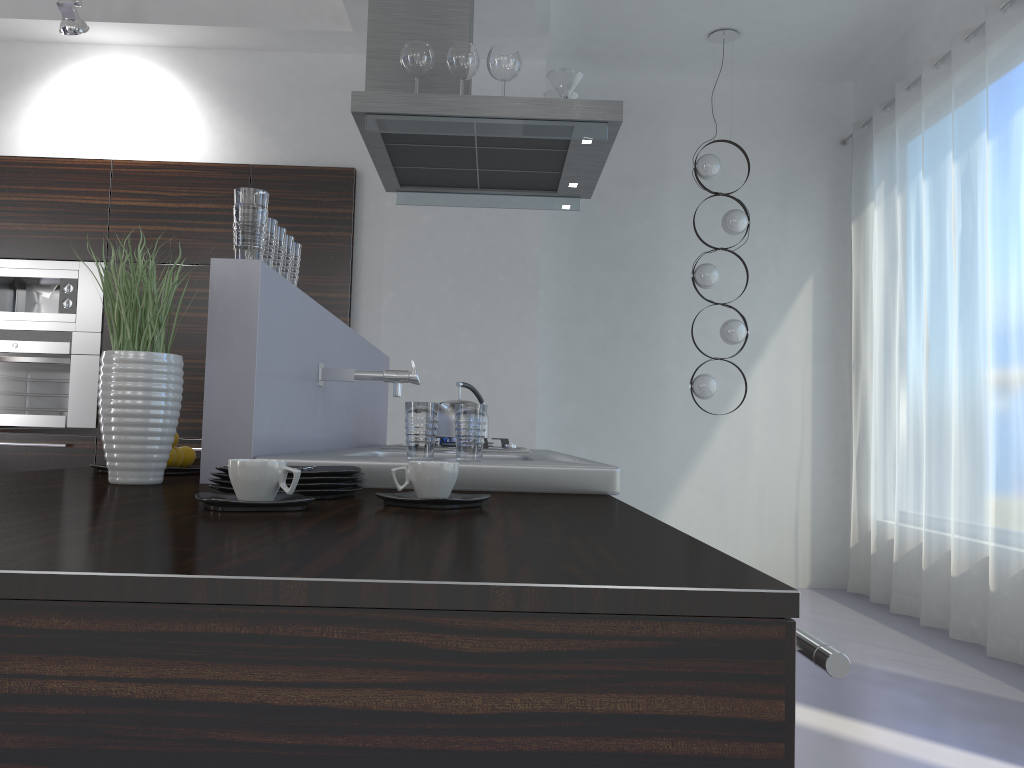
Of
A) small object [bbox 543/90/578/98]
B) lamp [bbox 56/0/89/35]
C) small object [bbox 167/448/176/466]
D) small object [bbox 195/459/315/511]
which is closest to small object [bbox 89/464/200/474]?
small object [bbox 167/448/176/466]

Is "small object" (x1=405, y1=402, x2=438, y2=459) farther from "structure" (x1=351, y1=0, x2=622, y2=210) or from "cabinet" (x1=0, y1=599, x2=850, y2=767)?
"structure" (x1=351, y1=0, x2=622, y2=210)

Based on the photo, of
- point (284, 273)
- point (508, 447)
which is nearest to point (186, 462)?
point (284, 273)

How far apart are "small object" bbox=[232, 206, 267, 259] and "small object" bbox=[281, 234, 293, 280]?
0.2m

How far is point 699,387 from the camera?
5.3 meters

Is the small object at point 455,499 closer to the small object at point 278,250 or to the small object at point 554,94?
the small object at point 278,250

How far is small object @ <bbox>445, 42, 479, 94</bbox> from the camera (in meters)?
3.05

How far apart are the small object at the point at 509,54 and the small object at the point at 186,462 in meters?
1.7 m

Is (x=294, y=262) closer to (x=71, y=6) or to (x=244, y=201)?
(x=244, y=201)

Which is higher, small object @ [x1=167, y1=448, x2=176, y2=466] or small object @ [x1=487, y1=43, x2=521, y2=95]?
small object @ [x1=487, y1=43, x2=521, y2=95]
